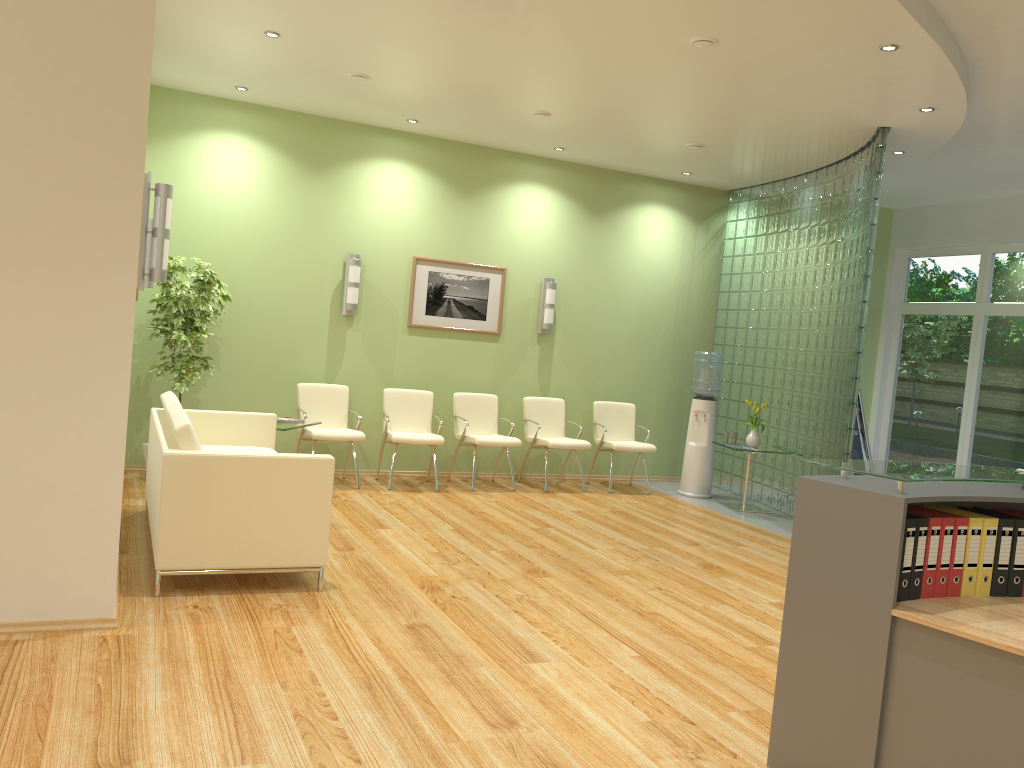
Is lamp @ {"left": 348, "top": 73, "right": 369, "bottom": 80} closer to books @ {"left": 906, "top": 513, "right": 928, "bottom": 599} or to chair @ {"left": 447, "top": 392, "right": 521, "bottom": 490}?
chair @ {"left": 447, "top": 392, "right": 521, "bottom": 490}

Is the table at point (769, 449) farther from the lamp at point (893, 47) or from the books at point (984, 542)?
the books at point (984, 542)

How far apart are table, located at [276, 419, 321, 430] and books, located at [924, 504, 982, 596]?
5.1m

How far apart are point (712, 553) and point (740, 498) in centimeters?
286cm

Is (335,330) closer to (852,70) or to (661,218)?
(661,218)

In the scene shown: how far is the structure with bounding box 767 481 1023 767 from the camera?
2.68m

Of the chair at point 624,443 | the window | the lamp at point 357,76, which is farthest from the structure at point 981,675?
the window

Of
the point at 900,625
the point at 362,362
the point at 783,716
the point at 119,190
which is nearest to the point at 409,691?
the point at 783,716

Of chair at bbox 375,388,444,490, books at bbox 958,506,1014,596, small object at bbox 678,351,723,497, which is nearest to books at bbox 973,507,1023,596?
books at bbox 958,506,1014,596

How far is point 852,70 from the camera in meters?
5.6
